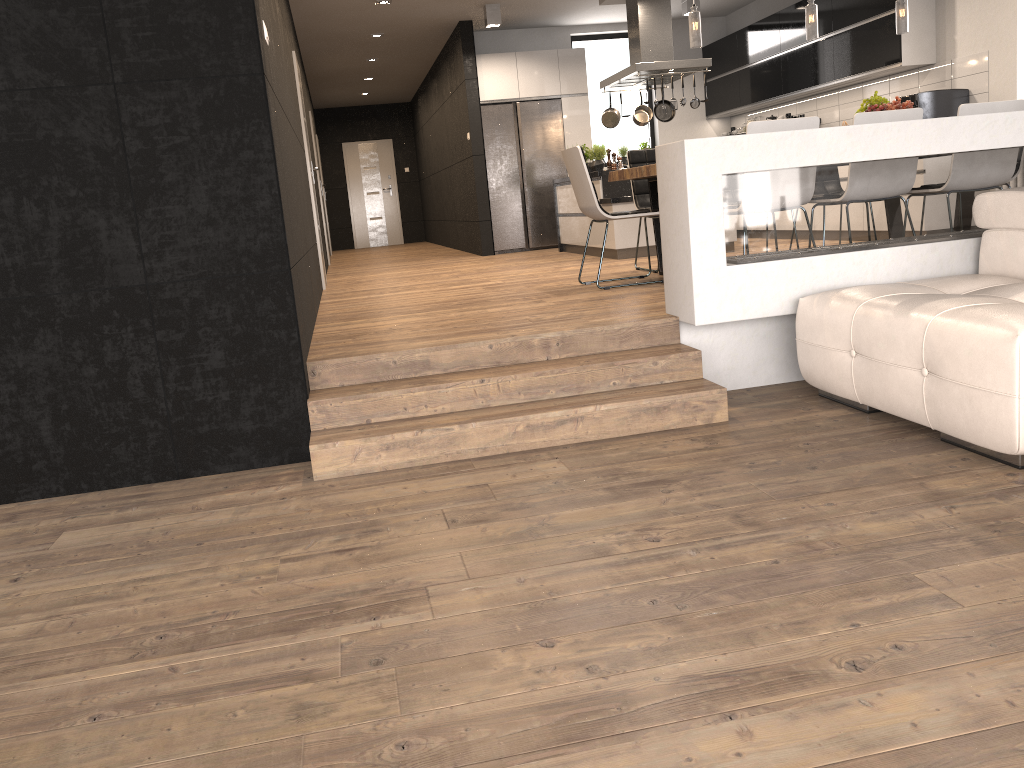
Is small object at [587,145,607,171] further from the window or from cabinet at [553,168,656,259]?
the window

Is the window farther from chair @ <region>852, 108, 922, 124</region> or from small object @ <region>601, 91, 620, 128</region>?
chair @ <region>852, 108, 922, 124</region>

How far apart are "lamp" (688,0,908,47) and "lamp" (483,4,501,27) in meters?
4.3

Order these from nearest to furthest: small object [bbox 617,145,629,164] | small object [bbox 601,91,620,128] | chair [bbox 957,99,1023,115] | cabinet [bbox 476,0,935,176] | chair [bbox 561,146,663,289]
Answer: chair [bbox 957,99,1023,115] → chair [bbox 561,146,663,289] → cabinet [bbox 476,0,935,176] → small object [bbox 601,91,620,128] → small object [bbox 617,145,629,164]

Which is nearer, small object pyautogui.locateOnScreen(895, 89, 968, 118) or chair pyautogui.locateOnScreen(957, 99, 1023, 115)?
chair pyautogui.locateOnScreen(957, 99, 1023, 115)

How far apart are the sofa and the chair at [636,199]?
2.9 meters

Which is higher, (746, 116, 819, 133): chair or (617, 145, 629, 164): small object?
(617, 145, 629, 164): small object

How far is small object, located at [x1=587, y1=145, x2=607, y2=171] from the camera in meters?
8.6

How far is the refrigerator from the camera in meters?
10.6 m

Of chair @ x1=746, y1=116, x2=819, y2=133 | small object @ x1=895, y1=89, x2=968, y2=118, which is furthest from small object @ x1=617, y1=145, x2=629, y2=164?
chair @ x1=746, y1=116, x2=819, y2=133
